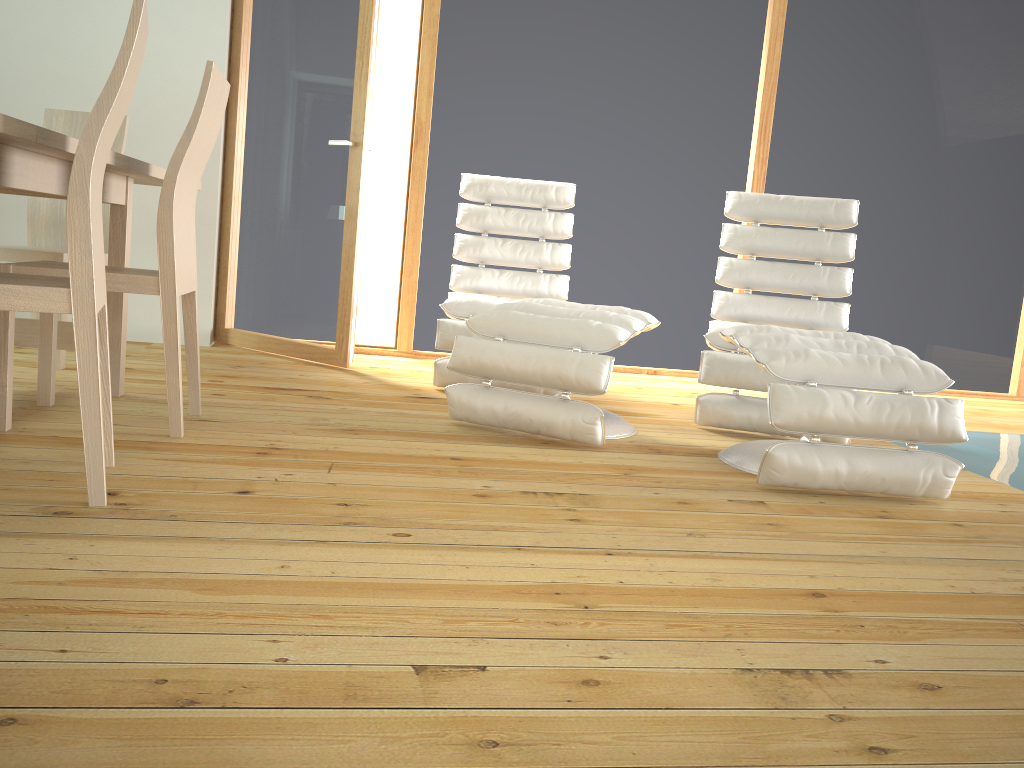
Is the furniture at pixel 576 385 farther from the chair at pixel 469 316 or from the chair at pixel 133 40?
the chair at pixel 133 40

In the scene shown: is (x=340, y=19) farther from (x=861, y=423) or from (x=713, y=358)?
(x=861, y=423)

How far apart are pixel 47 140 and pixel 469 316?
2.00m

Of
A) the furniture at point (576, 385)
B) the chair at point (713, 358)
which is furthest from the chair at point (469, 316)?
the chair at point (713, 358)

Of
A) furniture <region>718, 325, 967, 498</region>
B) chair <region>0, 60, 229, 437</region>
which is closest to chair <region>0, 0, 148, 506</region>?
chair <region>0, 60, 229, 437</region>

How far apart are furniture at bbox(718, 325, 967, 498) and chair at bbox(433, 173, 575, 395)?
1.1m

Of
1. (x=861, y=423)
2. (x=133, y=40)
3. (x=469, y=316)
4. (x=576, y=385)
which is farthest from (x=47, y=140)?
(x=861, y=423)

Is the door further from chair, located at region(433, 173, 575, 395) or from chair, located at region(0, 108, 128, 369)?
chair, located at region(0, 108, 128, 369)

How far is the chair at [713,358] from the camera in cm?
327

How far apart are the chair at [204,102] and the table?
0.1 meters
